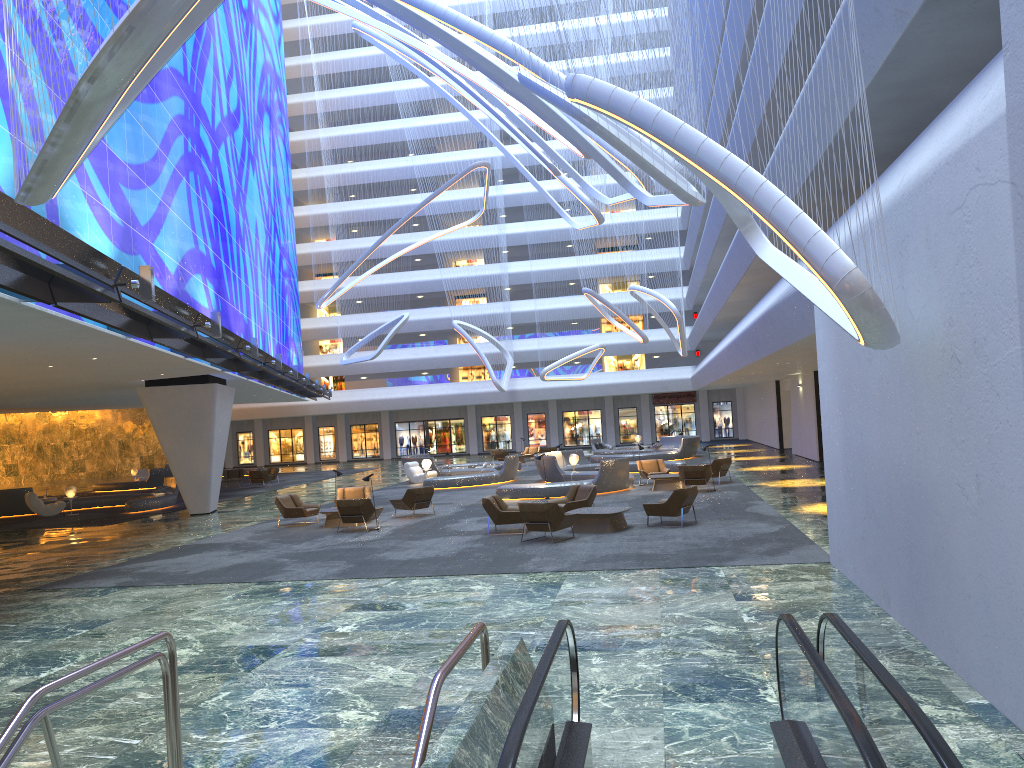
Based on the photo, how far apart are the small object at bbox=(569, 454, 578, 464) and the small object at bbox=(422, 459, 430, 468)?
6.3 meters

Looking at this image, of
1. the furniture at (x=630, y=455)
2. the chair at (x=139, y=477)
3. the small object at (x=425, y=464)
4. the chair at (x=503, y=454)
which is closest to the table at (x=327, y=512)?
the small object at (x=425, y=464)

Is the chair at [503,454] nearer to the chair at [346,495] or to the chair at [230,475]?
the chair at [230,475]

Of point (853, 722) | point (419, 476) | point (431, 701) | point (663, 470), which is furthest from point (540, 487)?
point (853, 722)

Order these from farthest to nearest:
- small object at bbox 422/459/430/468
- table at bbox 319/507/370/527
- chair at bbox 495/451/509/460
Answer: chair at bbox 495/451/509/460
small object at bbox 422/459/430/468
table at bbox 319/507/370/527

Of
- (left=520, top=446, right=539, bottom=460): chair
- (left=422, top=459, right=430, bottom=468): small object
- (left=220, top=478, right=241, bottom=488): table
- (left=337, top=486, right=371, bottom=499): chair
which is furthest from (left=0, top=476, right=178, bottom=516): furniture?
(left=520, top=446, right=539, bottom=460): chair

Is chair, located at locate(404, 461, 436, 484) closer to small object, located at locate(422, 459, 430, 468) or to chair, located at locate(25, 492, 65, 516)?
small object, located at locate(422, 459, 430, 468)

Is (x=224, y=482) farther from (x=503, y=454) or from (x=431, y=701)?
(x=431, y=701)

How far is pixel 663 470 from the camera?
27.8m

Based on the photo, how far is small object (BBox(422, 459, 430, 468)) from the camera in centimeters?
3395cm
